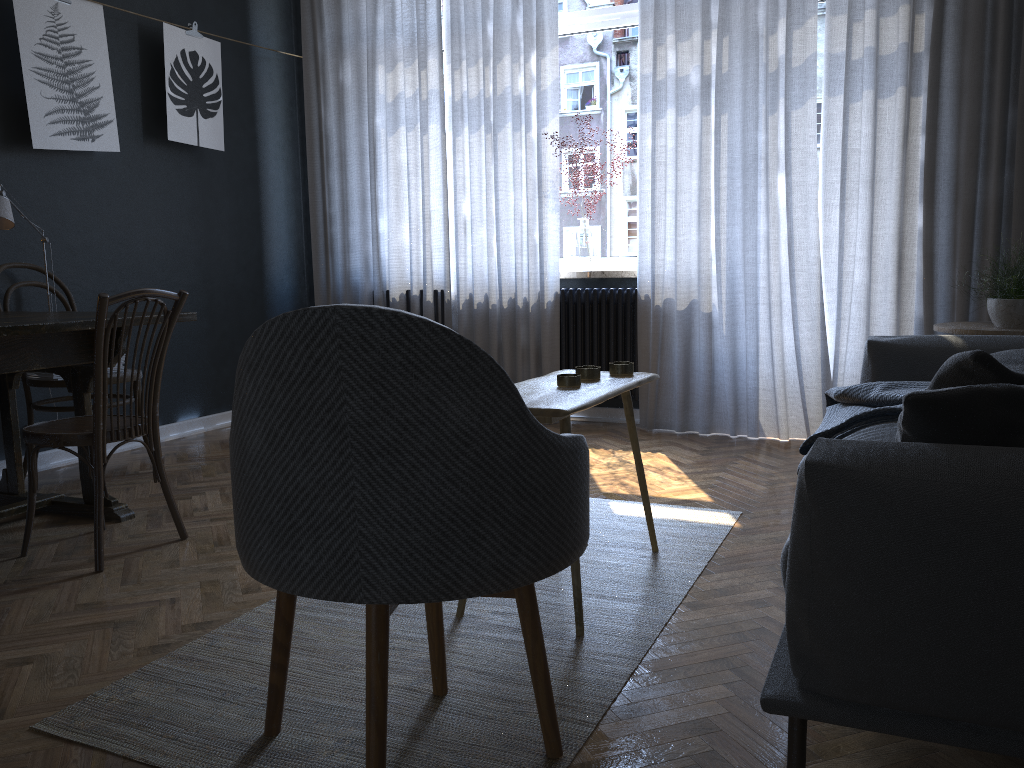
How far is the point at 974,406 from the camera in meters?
1.3

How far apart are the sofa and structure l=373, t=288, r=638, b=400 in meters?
1.7 m

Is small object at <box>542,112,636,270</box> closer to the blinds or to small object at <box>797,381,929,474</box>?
the blinds

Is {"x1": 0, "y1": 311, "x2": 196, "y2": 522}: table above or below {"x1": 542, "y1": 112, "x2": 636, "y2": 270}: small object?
below

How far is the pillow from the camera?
1.3m

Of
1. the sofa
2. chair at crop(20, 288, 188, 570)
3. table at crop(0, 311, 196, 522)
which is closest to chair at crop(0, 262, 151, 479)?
table at crop(0, 311, 196, 522)

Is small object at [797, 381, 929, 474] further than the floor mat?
Yes

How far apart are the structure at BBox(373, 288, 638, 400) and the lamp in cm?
250

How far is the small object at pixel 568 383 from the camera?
2.3m

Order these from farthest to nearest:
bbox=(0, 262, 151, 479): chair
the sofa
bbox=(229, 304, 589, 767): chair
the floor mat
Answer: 1. bbox=(0, 262, 151, 479): chair
2. the floor mat
3. bbox=(229, 304, 589, 767): chair
4. the sofa
